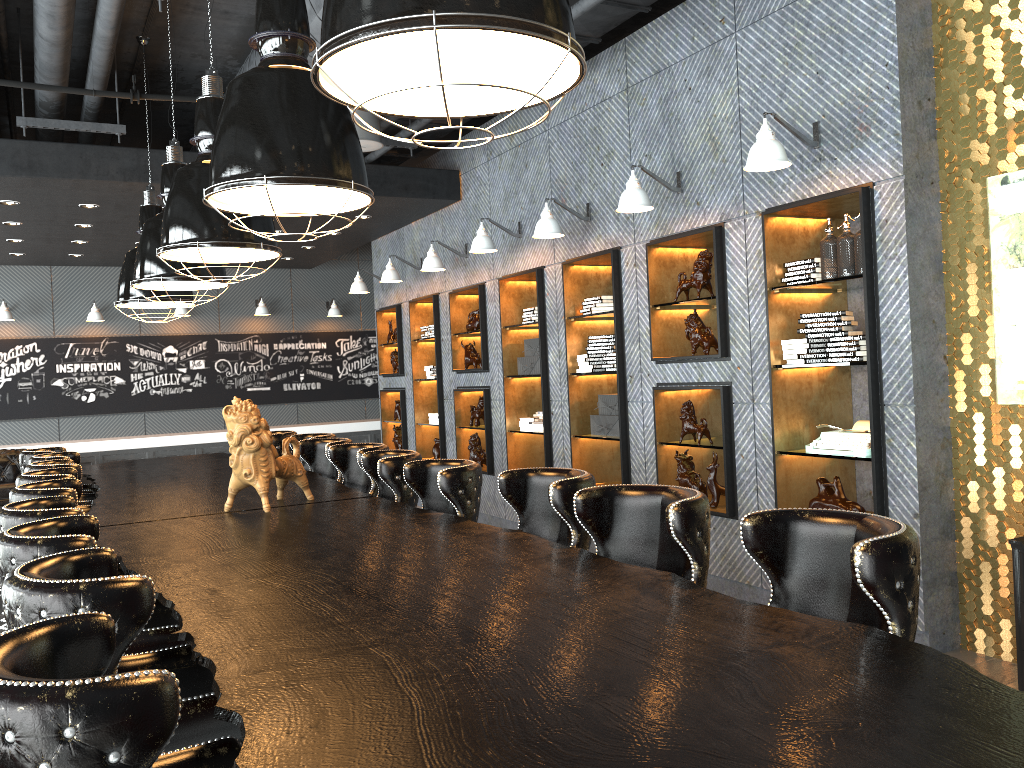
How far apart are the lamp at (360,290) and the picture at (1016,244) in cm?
740

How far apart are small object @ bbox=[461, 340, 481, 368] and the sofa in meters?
5.7 m

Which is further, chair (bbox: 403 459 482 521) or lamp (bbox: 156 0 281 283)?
lamp (bbox: 156 0 281 283)

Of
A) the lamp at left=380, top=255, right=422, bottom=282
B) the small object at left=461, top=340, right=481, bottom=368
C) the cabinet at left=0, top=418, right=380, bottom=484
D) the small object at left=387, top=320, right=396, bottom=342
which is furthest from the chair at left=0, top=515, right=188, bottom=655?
the cabinet at left=0, top=418, right=380, bottom=484

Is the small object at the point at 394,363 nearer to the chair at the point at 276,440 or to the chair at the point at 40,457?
the chair at the point at 276,440

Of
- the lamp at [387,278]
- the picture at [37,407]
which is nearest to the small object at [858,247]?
the lamp at [387,278]

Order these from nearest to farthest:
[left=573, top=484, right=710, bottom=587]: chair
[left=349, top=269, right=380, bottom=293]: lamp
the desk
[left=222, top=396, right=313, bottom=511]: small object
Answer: the desk, [left=573, top=484, right=710, bottom=587]: chair, [left=222, top=396, right=313, bottom=511]: small object, [left=349, top=269, right=380, bottom=293]: lamp

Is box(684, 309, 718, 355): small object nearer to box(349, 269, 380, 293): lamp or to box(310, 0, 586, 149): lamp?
box(310, 0, 586, 149): lamp

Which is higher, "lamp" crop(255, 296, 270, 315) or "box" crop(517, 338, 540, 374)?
"lamp" crop(255, 296, 270, 315)

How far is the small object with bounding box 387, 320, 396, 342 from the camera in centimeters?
1061cm
